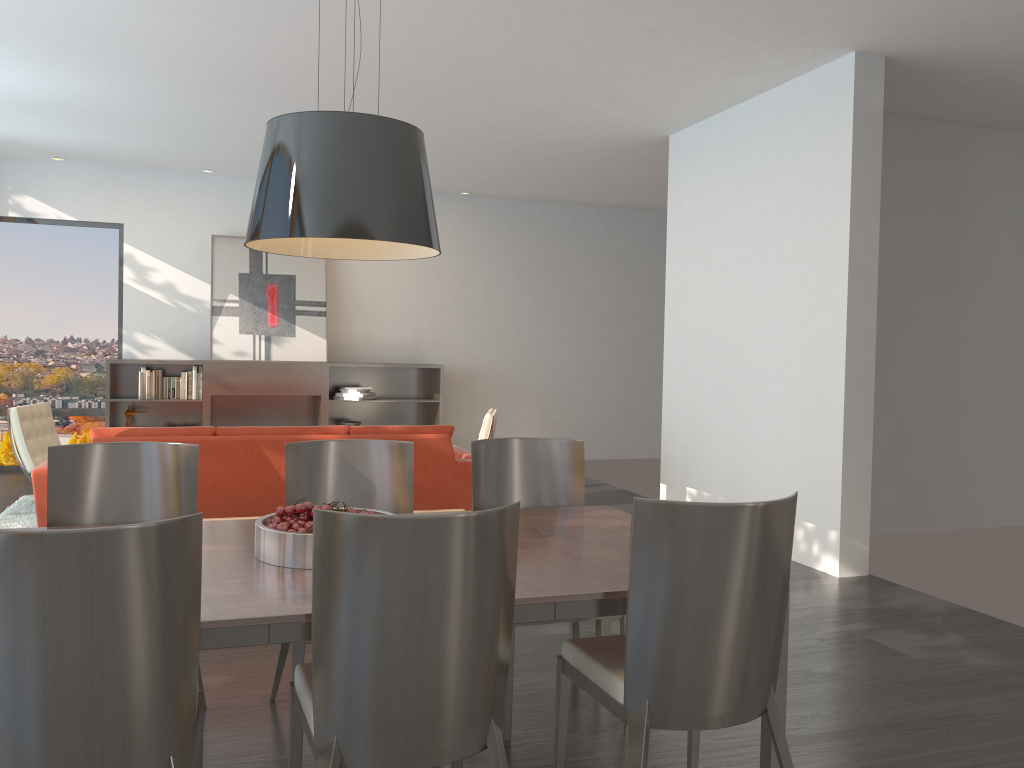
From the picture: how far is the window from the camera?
9.02m

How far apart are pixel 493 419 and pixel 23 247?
5.5 meters

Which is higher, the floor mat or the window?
the window

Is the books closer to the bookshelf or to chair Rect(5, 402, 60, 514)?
the bookshelf

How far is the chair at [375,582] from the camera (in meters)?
1.87

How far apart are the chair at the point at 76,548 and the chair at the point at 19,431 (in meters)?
5.12

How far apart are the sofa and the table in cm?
210

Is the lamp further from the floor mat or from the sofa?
the floor mat

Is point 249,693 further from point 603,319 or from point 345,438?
point 603,319

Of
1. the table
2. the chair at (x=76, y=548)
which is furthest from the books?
the chair at (x=76, y=548)
